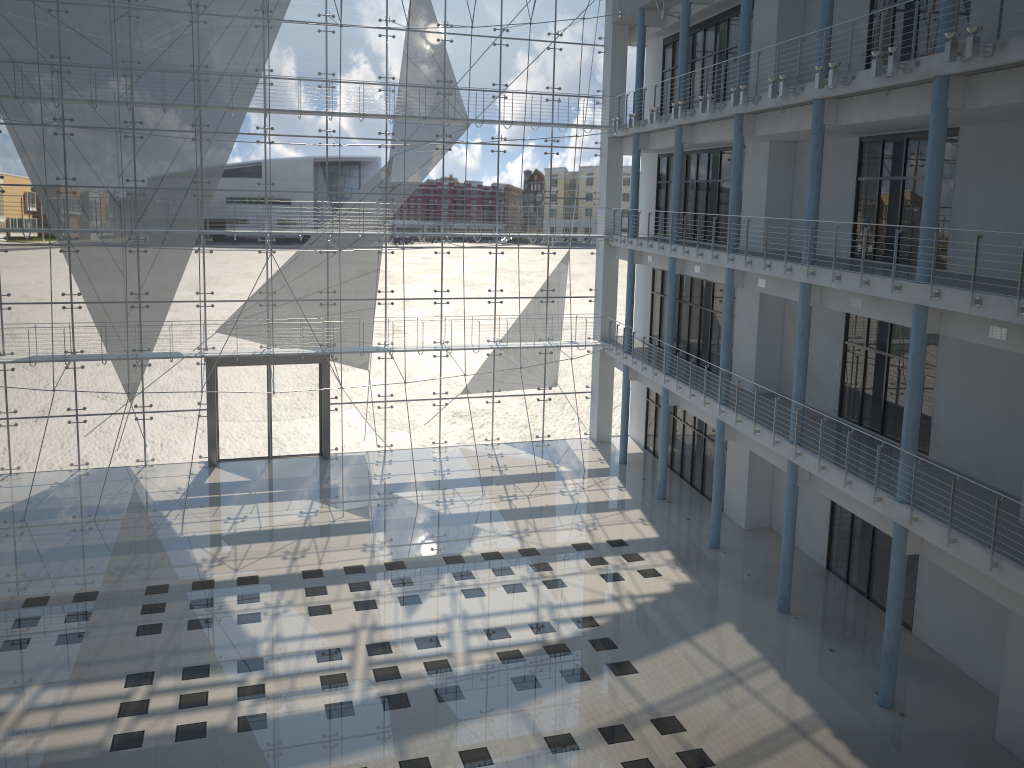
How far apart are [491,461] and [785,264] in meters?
1.9 m

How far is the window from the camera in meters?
3.6

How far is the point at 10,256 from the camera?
3.62m

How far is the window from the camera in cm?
362
